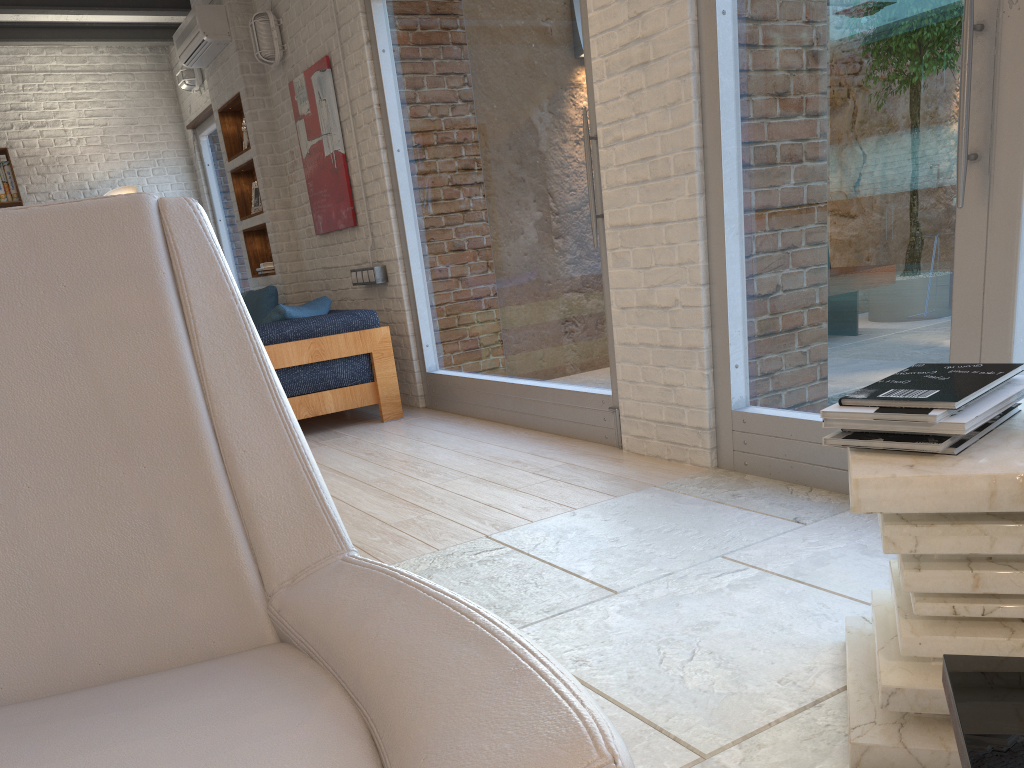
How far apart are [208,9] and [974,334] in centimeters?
590cm

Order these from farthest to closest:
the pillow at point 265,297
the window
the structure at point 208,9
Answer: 1. the structure at point 208,9
2. the pillow at point 265,297
3. the window

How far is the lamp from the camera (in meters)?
8.33

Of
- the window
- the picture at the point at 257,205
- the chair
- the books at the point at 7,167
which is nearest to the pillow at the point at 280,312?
A: the window

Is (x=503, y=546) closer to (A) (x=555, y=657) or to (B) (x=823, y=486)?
(A) (x=555, y=657)

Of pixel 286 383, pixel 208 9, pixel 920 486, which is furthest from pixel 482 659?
pixel 208 9

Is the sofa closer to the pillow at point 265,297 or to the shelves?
the pillow at point 265,297

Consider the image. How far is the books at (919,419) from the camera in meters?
1.3 m

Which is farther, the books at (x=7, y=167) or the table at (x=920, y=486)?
the books at (x=7, y=167)

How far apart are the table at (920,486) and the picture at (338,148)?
4.5m
